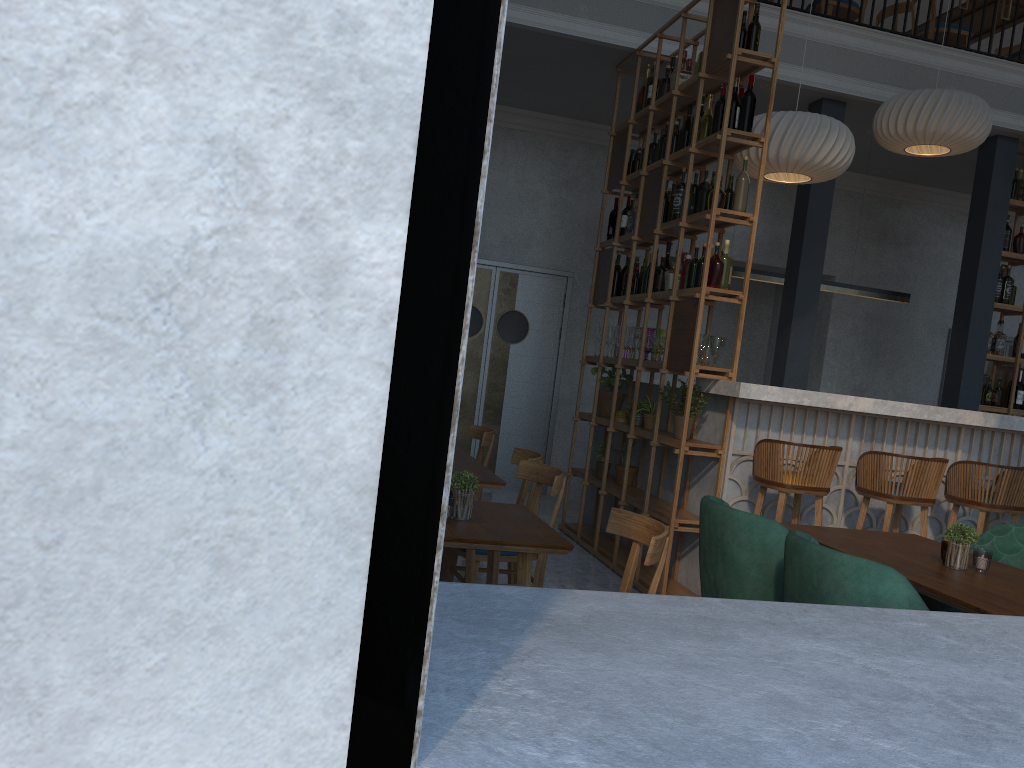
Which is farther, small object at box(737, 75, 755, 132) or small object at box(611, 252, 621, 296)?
small object at box(611, 252, 621, 296)

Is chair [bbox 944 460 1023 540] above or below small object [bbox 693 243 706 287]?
below

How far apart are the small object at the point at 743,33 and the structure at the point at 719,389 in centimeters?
188cm

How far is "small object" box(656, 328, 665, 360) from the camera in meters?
5.6

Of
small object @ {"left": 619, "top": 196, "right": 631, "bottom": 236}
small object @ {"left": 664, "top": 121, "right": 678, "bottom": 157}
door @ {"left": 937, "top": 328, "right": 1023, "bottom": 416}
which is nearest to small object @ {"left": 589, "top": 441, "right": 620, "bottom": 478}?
small object @ {"left": 619, "top": 196, "right": 631, "bottom": 236}

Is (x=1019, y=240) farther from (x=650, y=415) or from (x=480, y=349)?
(x=480, y=349)

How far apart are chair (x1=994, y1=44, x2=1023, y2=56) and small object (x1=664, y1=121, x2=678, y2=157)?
5.0m

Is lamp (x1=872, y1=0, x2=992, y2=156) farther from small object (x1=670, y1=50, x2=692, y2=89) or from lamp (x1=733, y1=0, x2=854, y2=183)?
small object (x1=670, y1=50, x2=692, y2=89)

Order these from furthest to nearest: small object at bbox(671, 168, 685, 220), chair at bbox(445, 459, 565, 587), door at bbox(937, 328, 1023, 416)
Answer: door at bbox(937, 328, 1023, 416) → small object at bbox(671, 168, 685, 220) → chair at bbox(445, 459, 565, 587)

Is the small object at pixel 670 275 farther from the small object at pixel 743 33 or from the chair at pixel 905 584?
the chair at pixel 905 584
